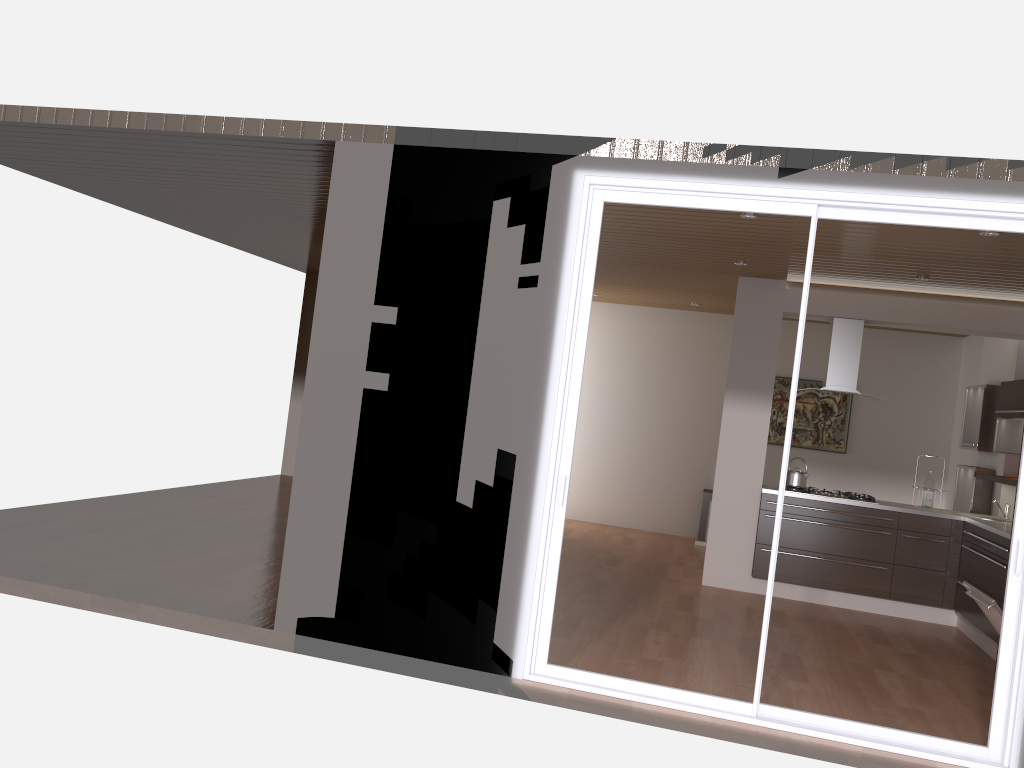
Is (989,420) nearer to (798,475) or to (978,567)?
(978,567)

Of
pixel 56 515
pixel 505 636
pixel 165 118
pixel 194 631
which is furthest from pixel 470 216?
pixel 56 515

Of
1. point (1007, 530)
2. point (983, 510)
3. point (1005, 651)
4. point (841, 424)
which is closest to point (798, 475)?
point (1007, 530)

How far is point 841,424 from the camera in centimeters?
1025cm

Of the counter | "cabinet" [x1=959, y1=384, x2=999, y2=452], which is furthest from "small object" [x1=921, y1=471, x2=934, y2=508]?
"cabinet" [x1=959, y1=384, x2=999, y2=452]

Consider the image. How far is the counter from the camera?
6.4 meters

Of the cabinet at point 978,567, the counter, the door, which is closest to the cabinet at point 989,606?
the door

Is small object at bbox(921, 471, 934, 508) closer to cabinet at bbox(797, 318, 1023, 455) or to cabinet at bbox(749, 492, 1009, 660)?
cabinet at bbox(749, 492, 1009, 660)

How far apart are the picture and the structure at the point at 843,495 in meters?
2.6

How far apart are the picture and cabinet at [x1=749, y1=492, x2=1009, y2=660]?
3.0m
